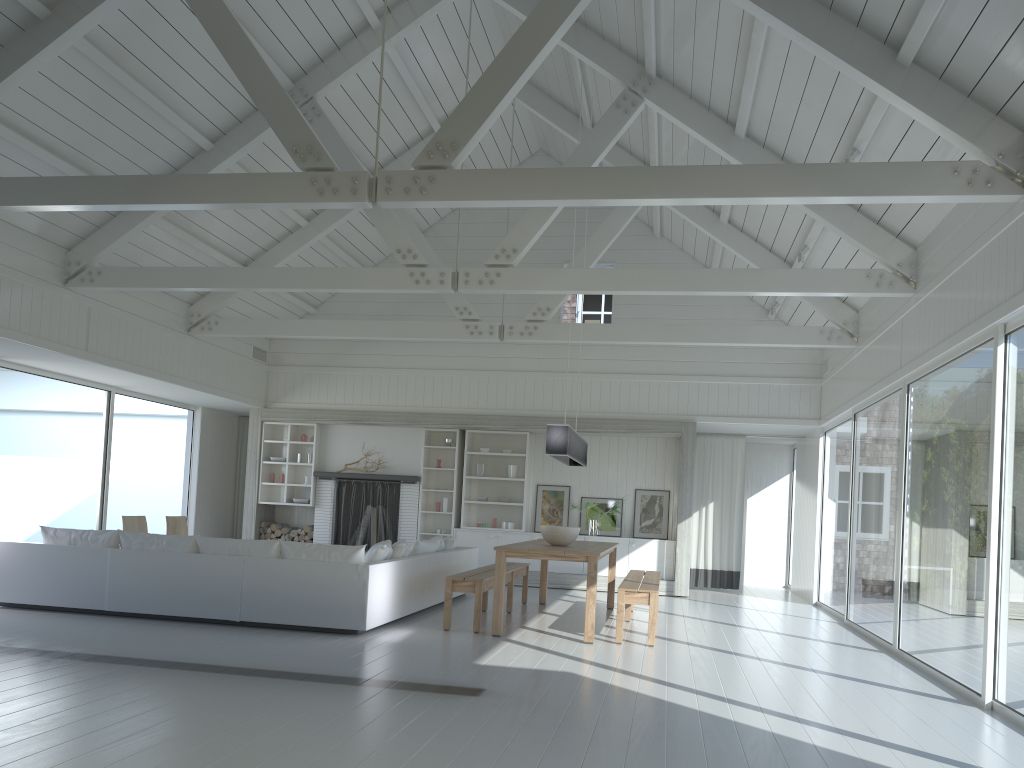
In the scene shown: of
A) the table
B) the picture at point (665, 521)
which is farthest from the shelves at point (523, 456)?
the table

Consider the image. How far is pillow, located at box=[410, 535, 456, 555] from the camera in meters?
8.9

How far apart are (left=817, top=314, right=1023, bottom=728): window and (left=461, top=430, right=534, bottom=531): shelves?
4.0m

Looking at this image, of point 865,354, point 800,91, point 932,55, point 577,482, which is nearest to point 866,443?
point 865,354

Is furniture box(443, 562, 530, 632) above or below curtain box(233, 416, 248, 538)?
below

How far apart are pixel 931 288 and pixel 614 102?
3.3m

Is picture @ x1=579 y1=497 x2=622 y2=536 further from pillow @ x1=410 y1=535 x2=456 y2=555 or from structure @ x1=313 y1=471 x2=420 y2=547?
pillow @ x1=410 y1=535 x2=456 y2=555

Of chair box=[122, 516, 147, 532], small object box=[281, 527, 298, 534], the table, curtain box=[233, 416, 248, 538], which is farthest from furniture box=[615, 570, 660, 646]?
curtain box=[233, 416, 248, 538]

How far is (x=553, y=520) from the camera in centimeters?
1270cm

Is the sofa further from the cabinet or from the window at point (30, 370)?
the window at point (30, 370)
